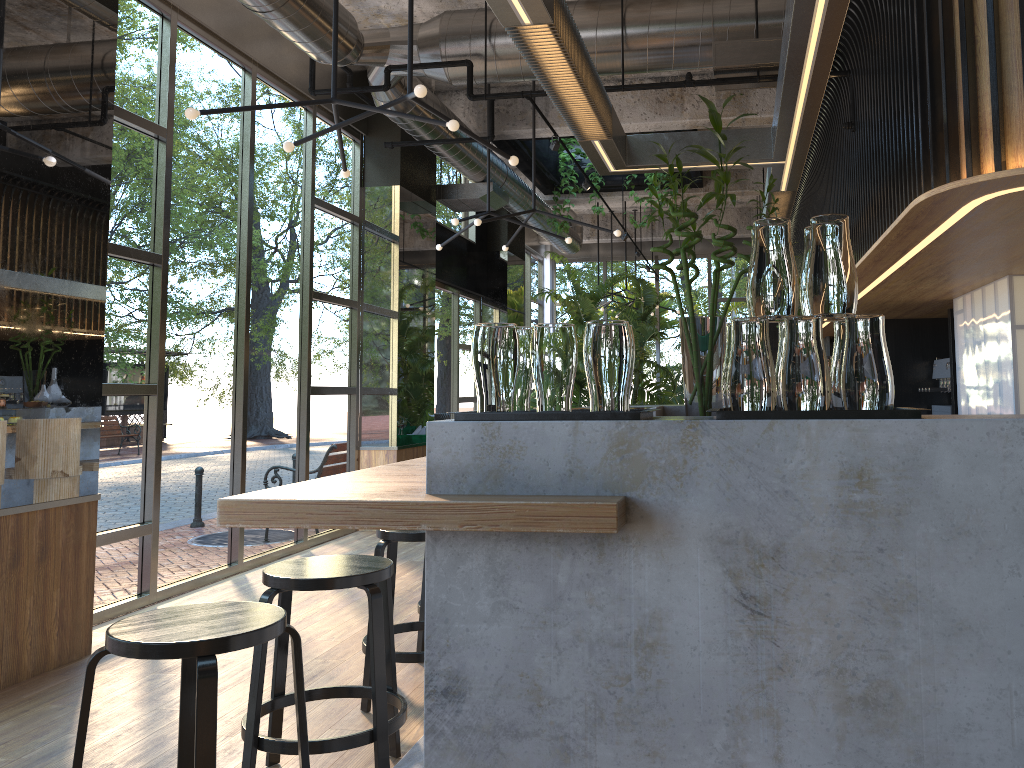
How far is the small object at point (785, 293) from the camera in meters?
1.8

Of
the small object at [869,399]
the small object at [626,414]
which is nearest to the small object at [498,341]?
the small object at [626,414]

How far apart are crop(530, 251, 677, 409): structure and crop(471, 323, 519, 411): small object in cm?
1000

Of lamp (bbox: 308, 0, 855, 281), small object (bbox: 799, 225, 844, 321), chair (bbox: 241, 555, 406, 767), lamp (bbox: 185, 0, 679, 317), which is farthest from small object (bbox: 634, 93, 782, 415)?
lamp (bbox: 308, 0, 855, 281)

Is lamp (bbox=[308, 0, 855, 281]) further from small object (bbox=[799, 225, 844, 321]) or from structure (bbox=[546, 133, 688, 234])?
small object (bbox=[799, 225, 844, 321])

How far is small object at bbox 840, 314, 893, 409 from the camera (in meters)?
1.77

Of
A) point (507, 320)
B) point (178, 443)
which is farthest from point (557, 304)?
point (178, 443)

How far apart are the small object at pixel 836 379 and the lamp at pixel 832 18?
1.0m

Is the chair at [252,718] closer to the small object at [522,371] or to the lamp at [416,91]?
the small object at [522,371]

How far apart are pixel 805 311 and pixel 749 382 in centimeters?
24cm
